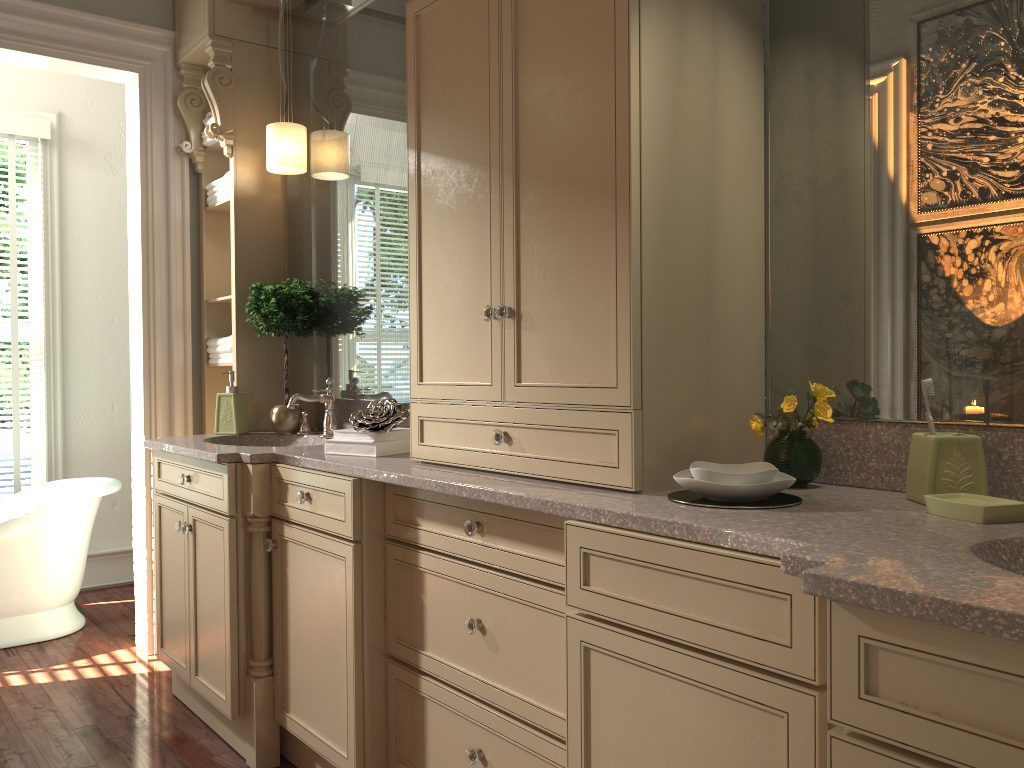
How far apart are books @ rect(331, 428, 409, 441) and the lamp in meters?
1.2 m

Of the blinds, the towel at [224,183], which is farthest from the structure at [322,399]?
the blinds

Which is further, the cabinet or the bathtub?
the bathtub

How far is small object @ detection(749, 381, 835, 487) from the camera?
1.7 meters

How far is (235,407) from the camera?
3.21m

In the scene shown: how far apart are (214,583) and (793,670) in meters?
1.9 m

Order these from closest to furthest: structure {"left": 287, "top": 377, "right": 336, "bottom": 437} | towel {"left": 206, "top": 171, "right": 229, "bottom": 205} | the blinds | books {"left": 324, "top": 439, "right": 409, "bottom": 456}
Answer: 1. books {"left": 324, "top": 439, "right": 409, "bottom": 456}
2. structure {"left": 287, "top": 377, "right": 336, "bottom": 437}
3. towel {"left": 206, "top": 171, "right": 229, "bottom": 205}
4. the blinds

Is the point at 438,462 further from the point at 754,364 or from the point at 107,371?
the point at 107,371

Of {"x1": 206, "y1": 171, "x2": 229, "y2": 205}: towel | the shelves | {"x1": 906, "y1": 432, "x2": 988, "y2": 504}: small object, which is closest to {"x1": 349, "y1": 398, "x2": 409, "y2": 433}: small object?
the shelves

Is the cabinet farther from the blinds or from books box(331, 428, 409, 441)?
the blinds
